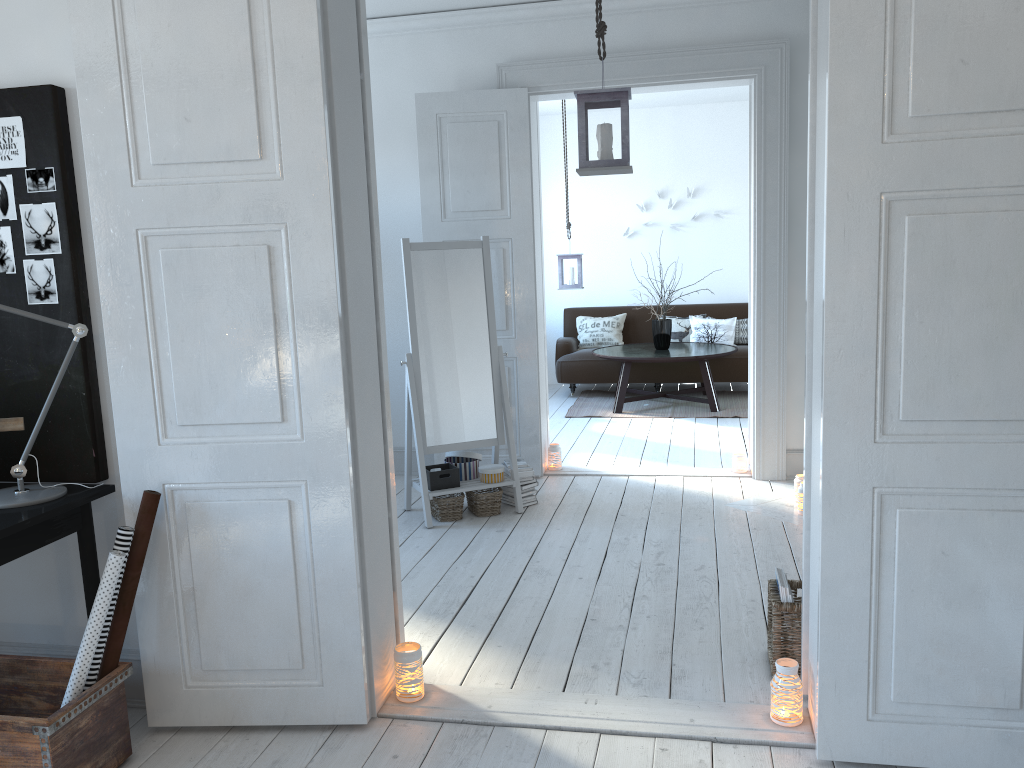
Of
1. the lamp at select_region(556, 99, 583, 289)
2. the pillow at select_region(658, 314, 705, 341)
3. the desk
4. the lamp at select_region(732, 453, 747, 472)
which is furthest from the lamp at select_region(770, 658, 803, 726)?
the pillow at select_region(658, 314, 705, 341)

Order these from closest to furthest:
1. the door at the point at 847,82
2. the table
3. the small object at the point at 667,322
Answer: the door at the point at 847,82, the table, the small object at the point at 667,322

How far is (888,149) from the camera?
2.1m

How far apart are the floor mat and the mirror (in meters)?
2.76

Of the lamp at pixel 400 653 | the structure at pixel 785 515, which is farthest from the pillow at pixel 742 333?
the lamp at pixel 400 653

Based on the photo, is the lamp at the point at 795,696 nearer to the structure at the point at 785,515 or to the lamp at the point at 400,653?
the lamp at the point at 400,653

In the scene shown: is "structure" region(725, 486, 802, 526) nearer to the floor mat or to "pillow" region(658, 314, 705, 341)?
the floor mat

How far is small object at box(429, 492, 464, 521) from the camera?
4.7 meters

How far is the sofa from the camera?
8.2m

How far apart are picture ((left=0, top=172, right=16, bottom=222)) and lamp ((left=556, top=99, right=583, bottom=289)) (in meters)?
5.76
